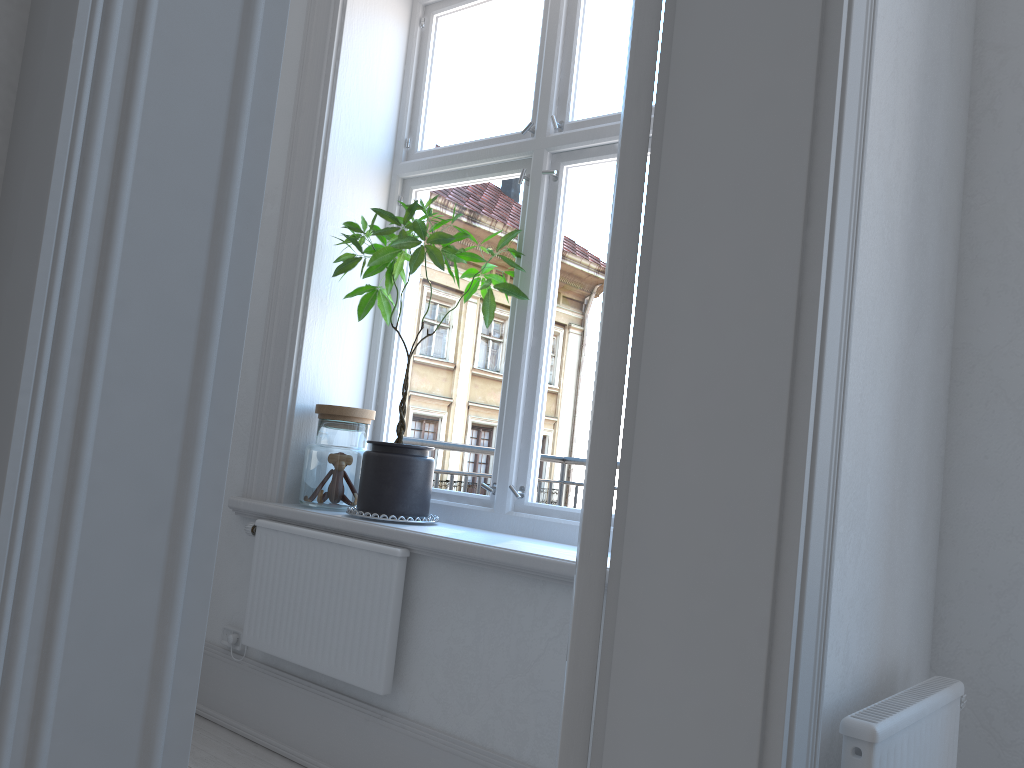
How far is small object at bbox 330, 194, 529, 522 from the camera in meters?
2.6

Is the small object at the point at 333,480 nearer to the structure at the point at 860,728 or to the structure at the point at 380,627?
the structure at the point at 380,627

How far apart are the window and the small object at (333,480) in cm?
20

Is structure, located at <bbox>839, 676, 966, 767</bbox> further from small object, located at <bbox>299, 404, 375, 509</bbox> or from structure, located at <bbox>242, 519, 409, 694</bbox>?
small object, located at <bbox>299, 404, 375, 509</bbox>

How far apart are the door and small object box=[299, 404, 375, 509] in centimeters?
180cm

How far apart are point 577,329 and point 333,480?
0.91m

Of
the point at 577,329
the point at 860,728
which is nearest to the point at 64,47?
the point at 860,728

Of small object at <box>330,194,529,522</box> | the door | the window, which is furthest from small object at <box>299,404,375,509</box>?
the door

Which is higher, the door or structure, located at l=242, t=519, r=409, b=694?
the door

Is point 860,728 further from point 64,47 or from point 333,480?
point 333,480
